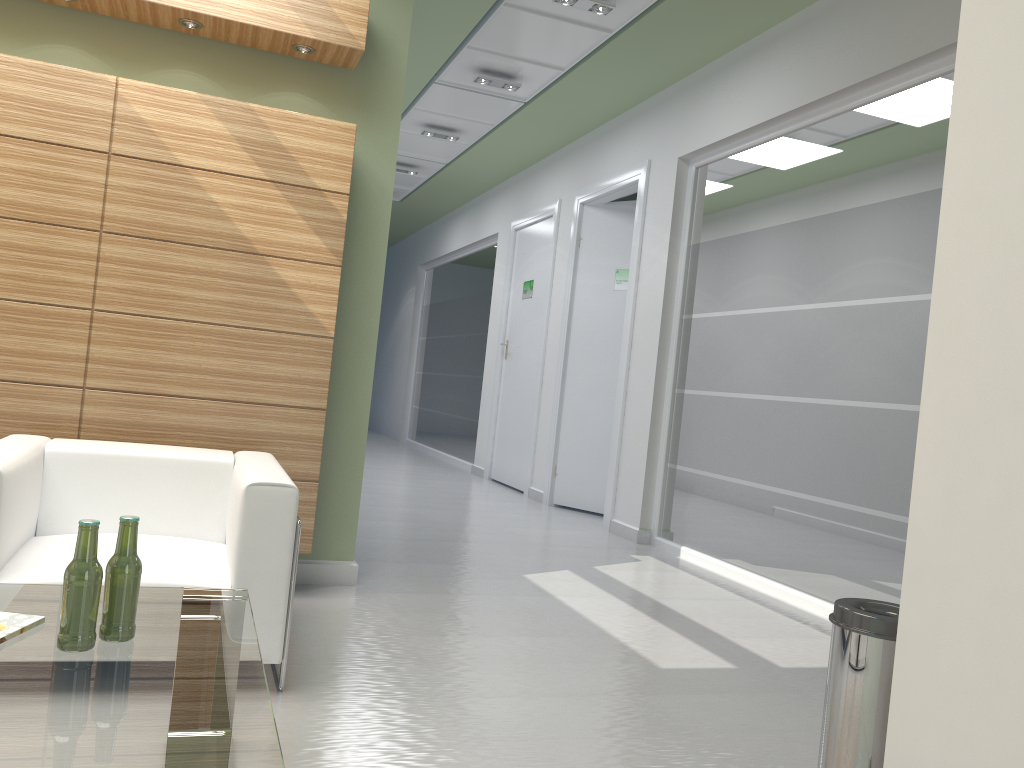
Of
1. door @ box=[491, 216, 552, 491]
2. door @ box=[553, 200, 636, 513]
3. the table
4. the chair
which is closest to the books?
the table

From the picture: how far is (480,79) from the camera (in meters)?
12.63

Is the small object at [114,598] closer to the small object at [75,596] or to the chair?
the small object at [75,596]

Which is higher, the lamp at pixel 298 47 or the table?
the lamp at pixel 298 47

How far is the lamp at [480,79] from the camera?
12.6m

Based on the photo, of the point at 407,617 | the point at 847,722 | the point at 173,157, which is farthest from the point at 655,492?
the point at 847,722

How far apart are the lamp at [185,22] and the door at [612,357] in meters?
8.5 m

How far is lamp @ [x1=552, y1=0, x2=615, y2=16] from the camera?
9.85m

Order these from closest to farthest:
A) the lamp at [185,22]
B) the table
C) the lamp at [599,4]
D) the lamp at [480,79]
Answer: the table
the lamp at [185,22]
the lamp at [599,4]
the lamp at [480,79]

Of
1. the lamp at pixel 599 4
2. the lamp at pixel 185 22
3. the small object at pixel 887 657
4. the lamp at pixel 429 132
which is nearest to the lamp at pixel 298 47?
the lamp at pixel 185 22
